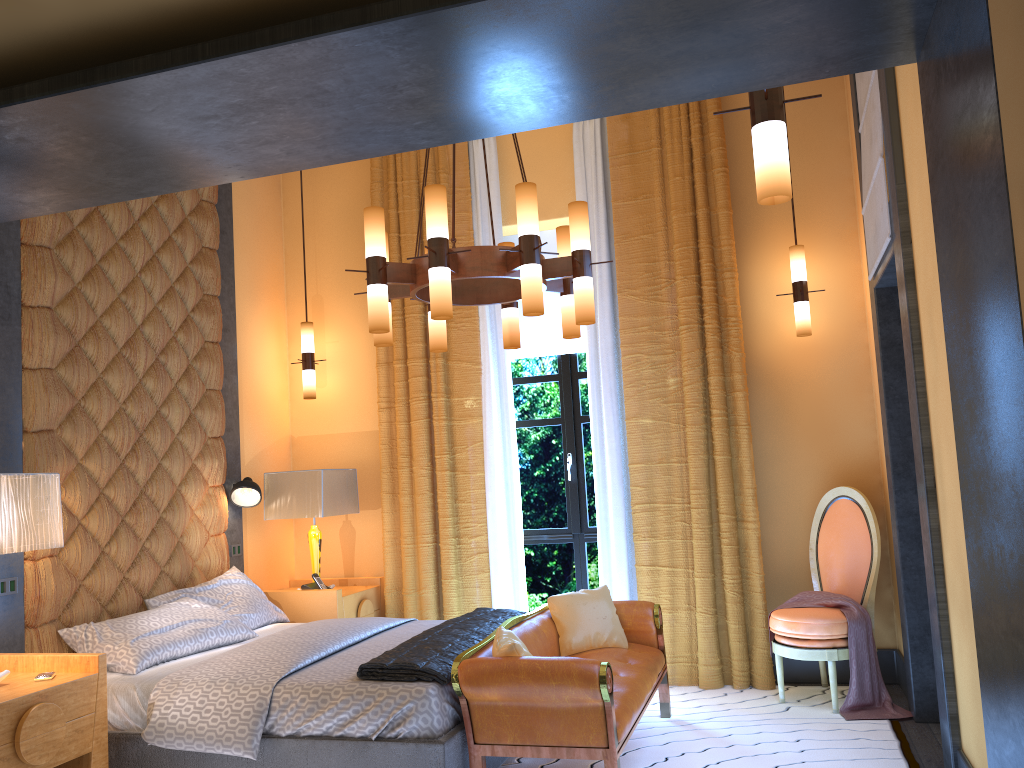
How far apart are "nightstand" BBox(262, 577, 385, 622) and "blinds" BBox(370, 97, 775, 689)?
0.1 meters

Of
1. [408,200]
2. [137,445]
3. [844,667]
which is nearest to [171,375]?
[137,445]

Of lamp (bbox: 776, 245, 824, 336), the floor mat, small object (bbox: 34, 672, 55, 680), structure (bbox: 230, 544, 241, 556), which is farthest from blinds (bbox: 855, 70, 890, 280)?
structure (bbox: 230, 544, 241, 556)

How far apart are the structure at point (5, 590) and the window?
3.12m

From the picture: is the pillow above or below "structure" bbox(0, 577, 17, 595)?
below

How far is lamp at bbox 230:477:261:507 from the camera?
5.41m

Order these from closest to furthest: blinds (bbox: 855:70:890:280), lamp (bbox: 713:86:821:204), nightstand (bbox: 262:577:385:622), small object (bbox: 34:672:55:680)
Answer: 1. lamp (bbox: 713:86:821:204)
2. small object (bbox: 34:672:55:680)
3. blinds (bbox: 855:70:890:280)
4. nightstand (bbox: 262:577:385:622)

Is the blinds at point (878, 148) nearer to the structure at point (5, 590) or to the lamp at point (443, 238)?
the lamp at point (443, 238)

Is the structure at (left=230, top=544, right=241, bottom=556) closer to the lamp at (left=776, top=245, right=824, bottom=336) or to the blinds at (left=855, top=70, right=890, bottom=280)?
the lamp at (left=776, top=245, right=824, bottom=336)

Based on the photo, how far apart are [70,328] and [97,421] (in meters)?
0.48
